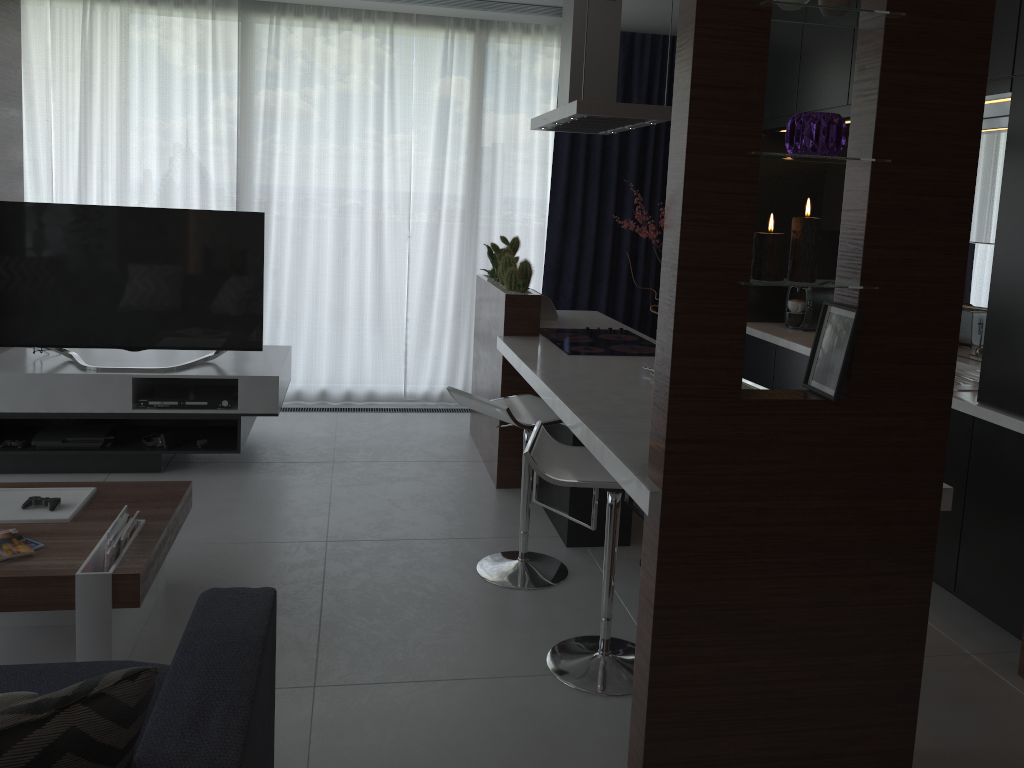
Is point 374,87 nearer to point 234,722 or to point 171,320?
point 171,320

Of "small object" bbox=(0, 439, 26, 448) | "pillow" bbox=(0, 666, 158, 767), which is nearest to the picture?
"pillow" bbox=(0, 666, 158, 767)

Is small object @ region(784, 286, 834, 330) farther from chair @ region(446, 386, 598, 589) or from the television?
the television

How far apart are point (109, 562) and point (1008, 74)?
3.3 meters

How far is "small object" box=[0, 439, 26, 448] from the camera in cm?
421

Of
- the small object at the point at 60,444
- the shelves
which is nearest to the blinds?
the shelves

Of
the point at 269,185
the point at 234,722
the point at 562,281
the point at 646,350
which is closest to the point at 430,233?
the point at 562,281

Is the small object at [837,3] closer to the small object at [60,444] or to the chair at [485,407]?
the chair at [485,407]

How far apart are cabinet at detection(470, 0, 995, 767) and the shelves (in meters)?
1.06

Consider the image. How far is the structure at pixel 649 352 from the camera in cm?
395
